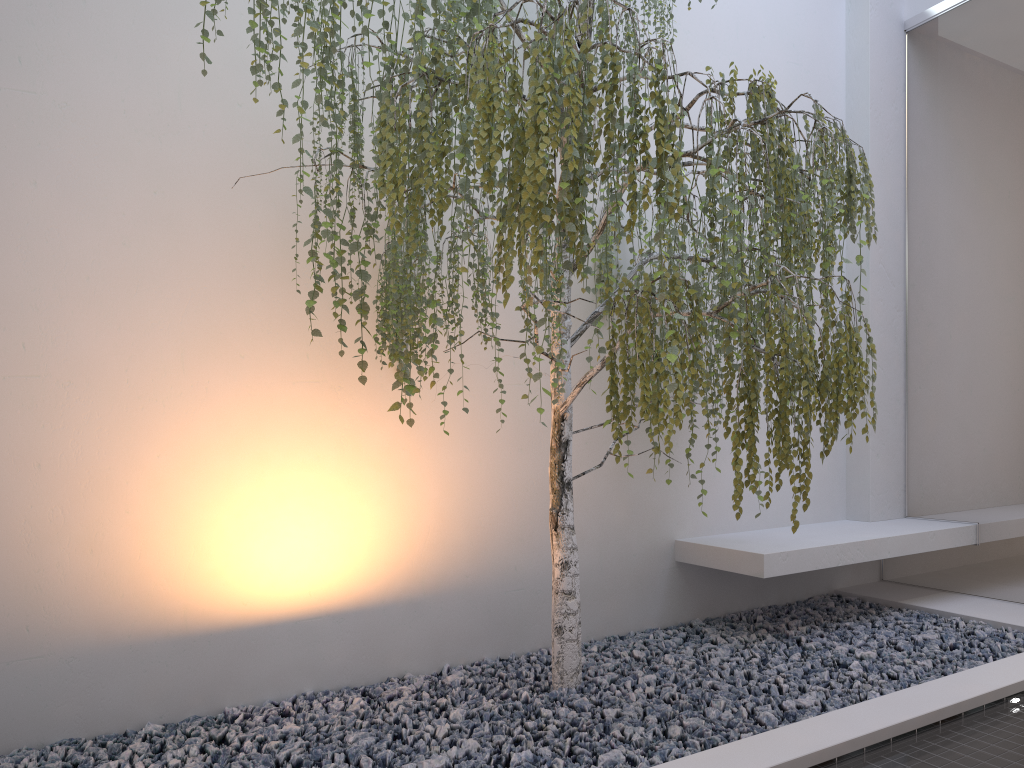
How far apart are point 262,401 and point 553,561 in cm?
126

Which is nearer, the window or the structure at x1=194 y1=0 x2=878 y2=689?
the structure at x1=194 y1=0 x2=878 y2=689

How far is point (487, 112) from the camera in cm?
214

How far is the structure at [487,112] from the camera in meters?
2.1 m

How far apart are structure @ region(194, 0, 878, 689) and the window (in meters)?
1.09

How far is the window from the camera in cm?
393

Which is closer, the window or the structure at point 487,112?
the structure at point 487,112

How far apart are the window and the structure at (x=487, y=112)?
Answer: 1.1 meters

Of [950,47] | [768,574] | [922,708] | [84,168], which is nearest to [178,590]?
[84,168]

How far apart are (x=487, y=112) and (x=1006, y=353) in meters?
2.9 m
